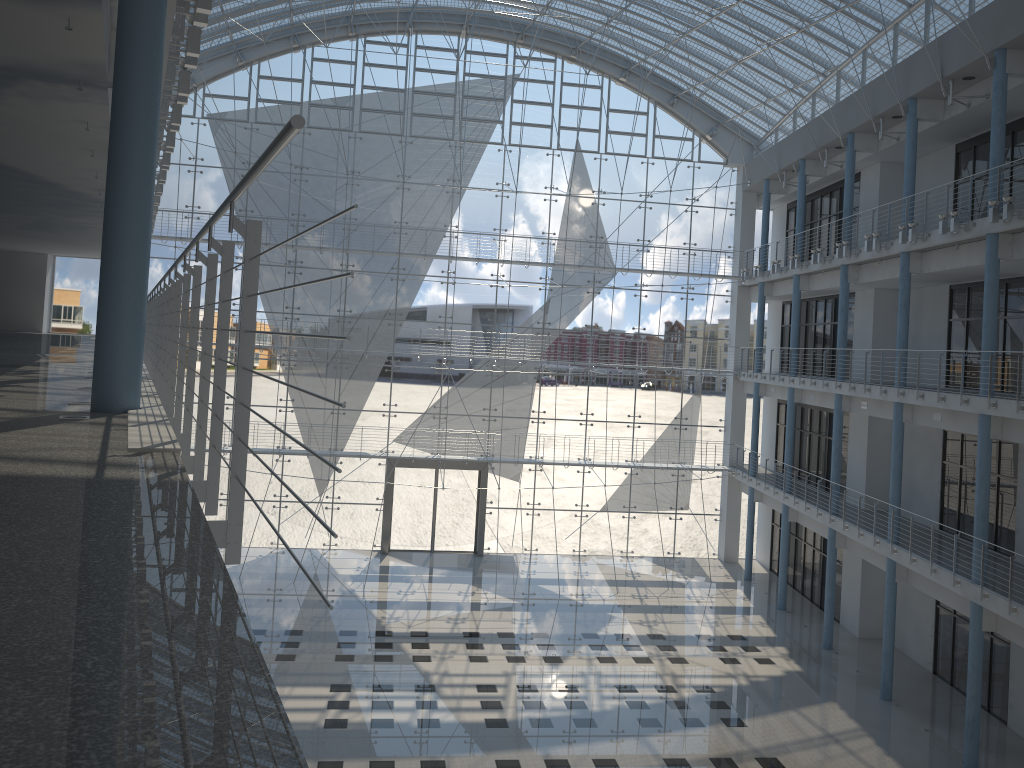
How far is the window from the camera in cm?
456

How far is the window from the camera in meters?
4.6 m

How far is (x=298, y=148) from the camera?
4.56m
